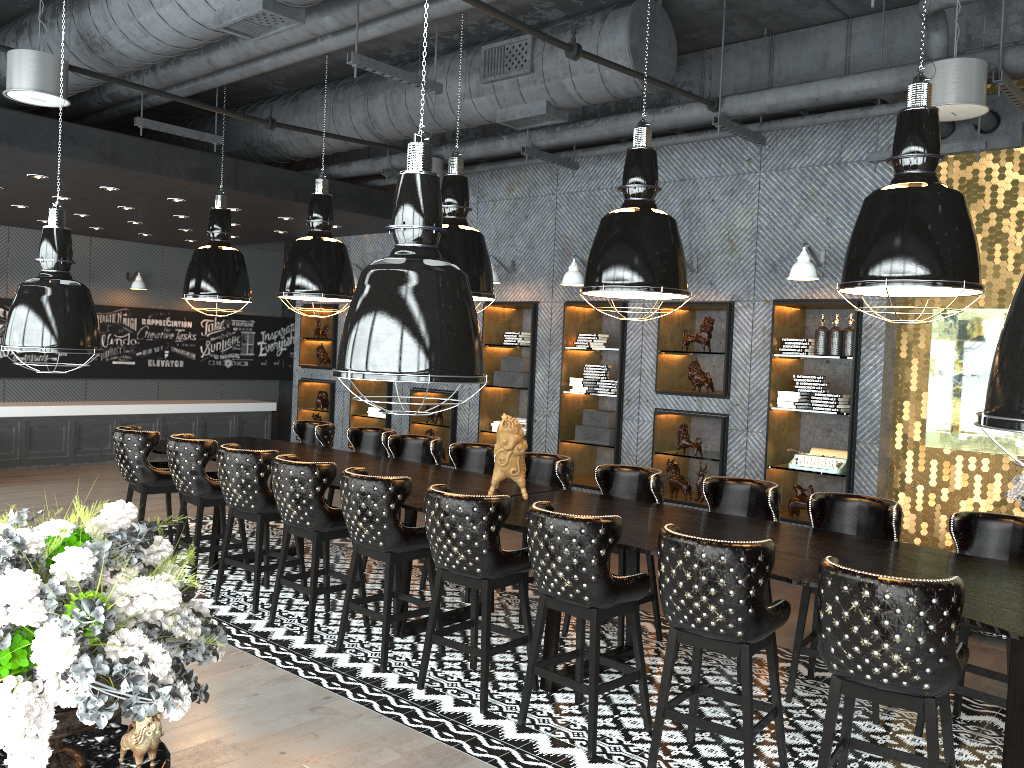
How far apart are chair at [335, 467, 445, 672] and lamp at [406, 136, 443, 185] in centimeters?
364cm

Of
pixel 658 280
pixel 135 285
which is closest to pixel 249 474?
pixel 658 280

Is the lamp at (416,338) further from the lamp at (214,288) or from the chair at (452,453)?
the lamp at (214,288)

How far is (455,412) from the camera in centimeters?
994cm

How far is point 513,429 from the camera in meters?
5.4 m

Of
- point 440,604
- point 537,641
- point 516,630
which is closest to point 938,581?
point 537,641

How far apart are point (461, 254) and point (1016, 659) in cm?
371

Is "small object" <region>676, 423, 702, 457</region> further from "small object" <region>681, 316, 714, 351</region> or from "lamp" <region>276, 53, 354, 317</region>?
"lamp" <region>276, 53, 354, 317</region>

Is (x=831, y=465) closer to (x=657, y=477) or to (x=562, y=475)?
(x=657, y=477)

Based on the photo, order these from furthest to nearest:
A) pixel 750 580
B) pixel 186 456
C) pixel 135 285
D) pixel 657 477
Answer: pixel 135 285, pixel 186 456, pixel 657 477, pixel 750 580
